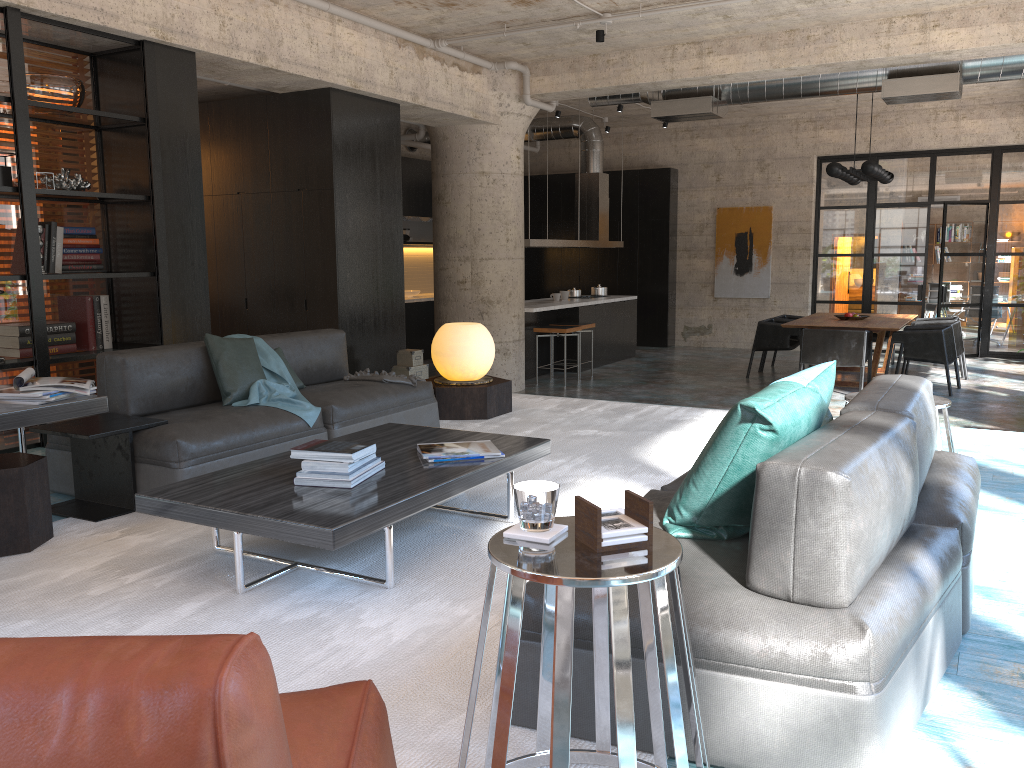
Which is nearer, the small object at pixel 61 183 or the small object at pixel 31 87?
the small object at pixel 31 87

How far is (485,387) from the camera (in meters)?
6.14

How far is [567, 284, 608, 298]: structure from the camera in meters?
13.2

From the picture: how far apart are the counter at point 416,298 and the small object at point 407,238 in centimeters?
96cm

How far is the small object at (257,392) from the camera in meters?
4.6

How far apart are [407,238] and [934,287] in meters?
10.0 m

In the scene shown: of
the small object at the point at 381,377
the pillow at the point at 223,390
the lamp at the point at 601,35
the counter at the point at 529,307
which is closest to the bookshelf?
the pillow at the point at 223,390

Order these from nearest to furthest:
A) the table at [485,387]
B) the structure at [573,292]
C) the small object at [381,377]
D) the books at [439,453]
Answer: the books at [439,453]
the small object at [381,377]
the table at [485,387]
the structure at [573,292]

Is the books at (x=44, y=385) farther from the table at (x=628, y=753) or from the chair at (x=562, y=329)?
the chair at (x=562, y=329)

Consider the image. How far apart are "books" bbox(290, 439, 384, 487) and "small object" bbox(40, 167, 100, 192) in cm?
350
